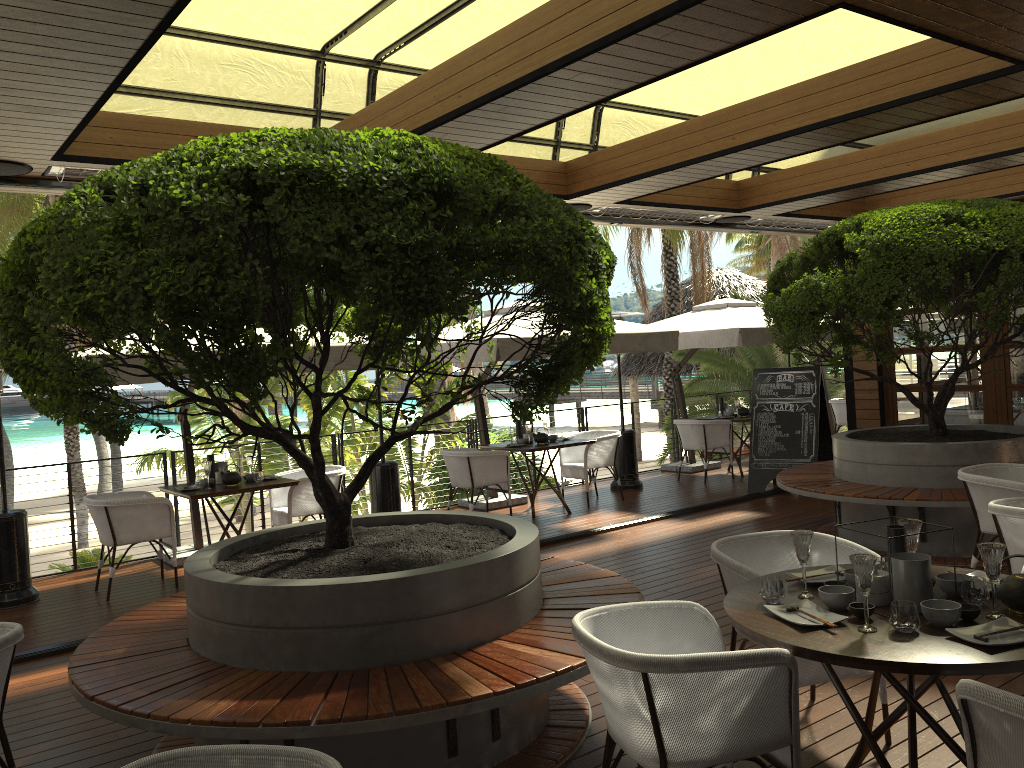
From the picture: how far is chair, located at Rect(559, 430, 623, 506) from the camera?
9.8m

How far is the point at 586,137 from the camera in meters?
7.6

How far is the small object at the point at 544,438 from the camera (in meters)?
9.48

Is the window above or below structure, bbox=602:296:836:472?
below

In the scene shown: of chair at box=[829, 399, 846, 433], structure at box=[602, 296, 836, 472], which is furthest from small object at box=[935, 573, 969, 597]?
chair at box=[829, 399, 846, 433]

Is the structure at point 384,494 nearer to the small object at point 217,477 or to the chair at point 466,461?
the chair at point 466,461

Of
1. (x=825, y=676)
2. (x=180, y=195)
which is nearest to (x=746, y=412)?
(x=825, y=676)

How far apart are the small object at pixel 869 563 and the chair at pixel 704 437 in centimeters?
820cm

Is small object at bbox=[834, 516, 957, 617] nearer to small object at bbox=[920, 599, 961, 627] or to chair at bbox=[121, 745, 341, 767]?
small object at bbox=[920, 599, 961, 627]

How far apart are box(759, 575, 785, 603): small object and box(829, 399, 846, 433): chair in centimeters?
1064cm
